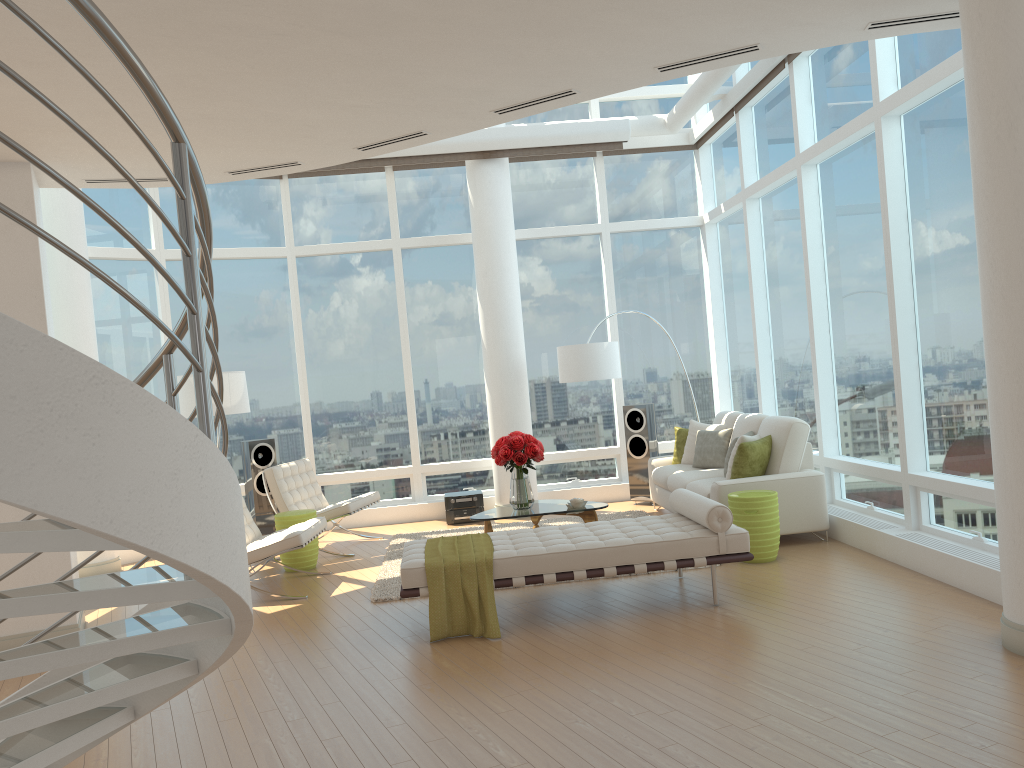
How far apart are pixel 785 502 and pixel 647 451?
2.9 meters

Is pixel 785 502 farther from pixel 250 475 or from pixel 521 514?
pixel 250 475

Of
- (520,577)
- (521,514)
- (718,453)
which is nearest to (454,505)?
(521,514)

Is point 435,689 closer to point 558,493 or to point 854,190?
point 854,190

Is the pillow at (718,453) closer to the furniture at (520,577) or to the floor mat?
the floor mat

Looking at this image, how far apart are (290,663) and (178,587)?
3.1m

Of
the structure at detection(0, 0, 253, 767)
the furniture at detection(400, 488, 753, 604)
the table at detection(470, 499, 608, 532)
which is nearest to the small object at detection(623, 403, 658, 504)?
the table at detection(470, 499, 608, 532)

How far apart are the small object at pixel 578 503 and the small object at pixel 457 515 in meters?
2.4 m

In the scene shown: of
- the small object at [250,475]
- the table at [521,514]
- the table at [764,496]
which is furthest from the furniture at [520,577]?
the small object at [250,475]

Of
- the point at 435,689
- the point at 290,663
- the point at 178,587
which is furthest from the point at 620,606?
the point at 178,587
